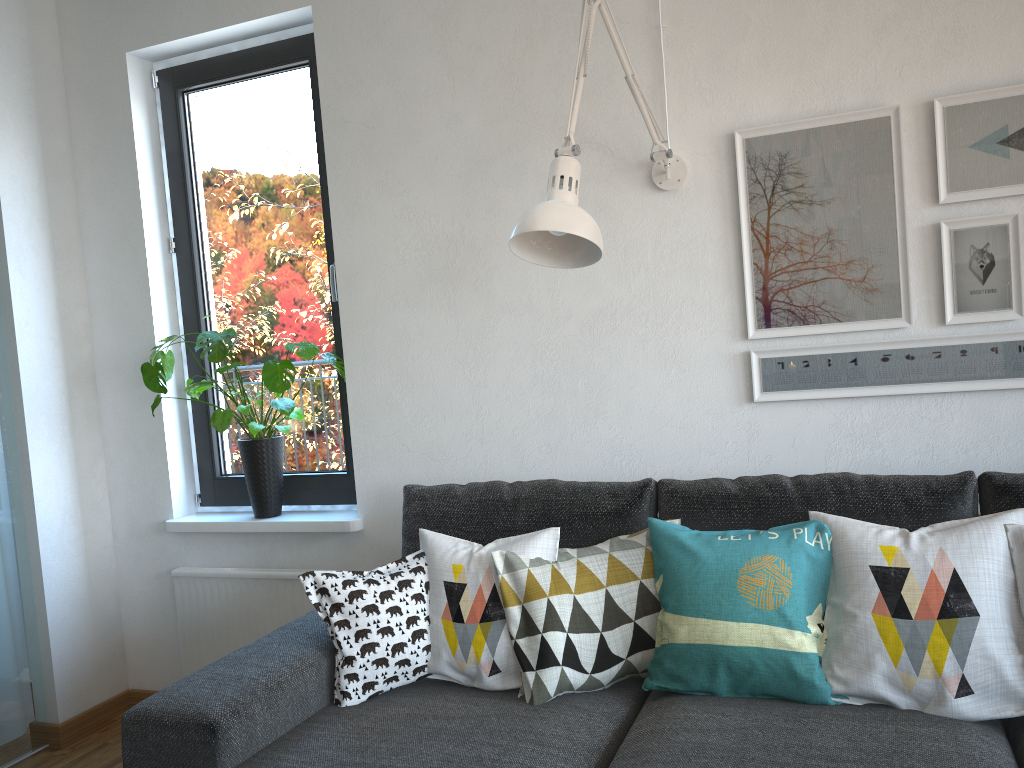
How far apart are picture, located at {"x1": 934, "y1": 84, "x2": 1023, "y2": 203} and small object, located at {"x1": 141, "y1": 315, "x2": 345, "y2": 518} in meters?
1.8

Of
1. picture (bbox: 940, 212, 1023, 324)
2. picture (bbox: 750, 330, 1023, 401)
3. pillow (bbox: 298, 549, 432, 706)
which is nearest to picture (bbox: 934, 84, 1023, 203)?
picture (bbox: 940, 212, 1023, 324)

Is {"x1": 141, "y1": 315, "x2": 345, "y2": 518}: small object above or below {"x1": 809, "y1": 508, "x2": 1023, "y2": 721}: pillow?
above

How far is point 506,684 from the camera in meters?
1.9

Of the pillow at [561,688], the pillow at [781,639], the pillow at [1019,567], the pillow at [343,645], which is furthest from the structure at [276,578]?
the pillow at [1019,567]

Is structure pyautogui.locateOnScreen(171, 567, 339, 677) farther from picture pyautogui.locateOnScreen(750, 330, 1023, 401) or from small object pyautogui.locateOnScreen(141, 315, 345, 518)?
picture pyautogui.locateOnScreen(750, 330, 1023, 401)

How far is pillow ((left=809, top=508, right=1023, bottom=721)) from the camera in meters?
1.6 m

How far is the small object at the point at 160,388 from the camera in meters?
2.6

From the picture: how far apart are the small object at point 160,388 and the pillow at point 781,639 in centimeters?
126cm

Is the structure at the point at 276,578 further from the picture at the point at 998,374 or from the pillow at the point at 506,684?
the picture at the point at 998,374
